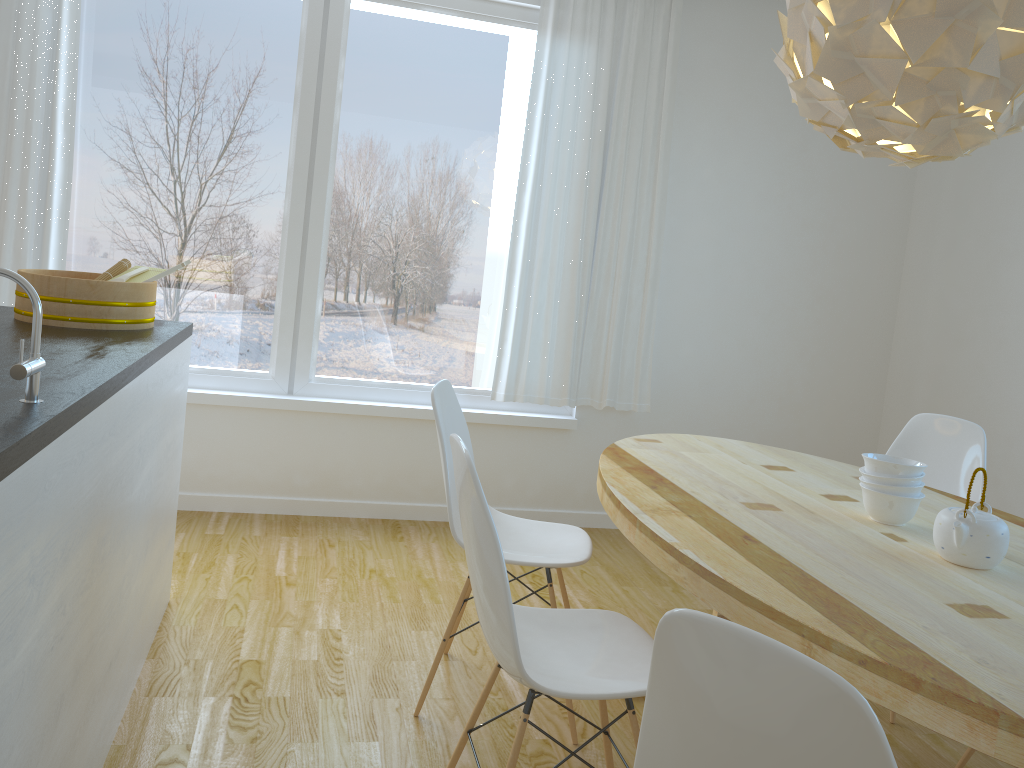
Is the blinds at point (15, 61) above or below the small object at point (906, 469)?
above

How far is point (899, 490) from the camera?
2.2m

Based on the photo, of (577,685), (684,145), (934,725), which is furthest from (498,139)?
(934,725)

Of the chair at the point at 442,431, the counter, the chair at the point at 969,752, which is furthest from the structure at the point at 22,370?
the chair at the point at 969,752

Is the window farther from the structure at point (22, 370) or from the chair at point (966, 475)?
the structure at point (22, 370)

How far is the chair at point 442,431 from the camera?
2.4m

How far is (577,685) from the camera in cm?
176

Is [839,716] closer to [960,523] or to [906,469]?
[960,523]

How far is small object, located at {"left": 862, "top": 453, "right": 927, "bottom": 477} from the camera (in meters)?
2.15

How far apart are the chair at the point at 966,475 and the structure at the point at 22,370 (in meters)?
2.80
